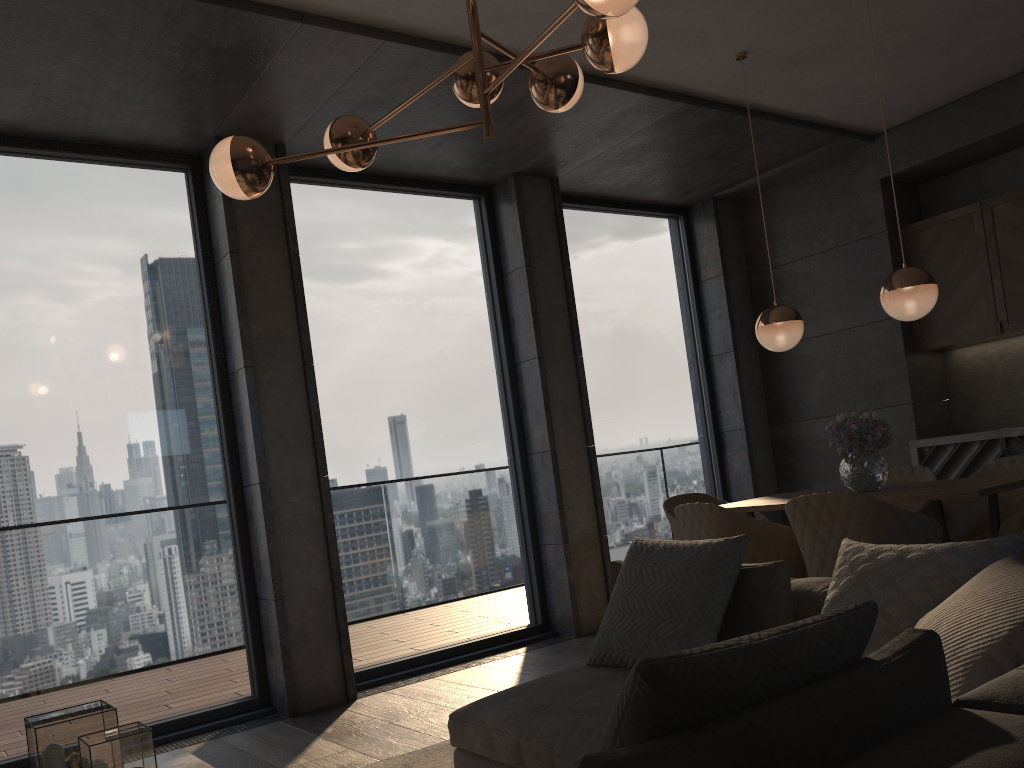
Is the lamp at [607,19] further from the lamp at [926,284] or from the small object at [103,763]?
the lamp at [926,284]

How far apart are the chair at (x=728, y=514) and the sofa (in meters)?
0.79

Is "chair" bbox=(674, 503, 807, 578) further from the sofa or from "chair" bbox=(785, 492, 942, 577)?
the sofa

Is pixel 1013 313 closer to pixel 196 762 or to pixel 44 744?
pixel 196 762

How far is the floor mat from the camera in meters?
3.3

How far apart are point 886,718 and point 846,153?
5.78m

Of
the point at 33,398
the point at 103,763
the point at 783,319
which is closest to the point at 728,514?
the point at 783,319

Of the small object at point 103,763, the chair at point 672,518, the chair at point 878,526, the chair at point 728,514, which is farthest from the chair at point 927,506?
the small object at point 103,763

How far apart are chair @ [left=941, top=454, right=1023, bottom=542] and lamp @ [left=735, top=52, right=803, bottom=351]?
1.06m

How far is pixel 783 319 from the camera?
4.4 meters
